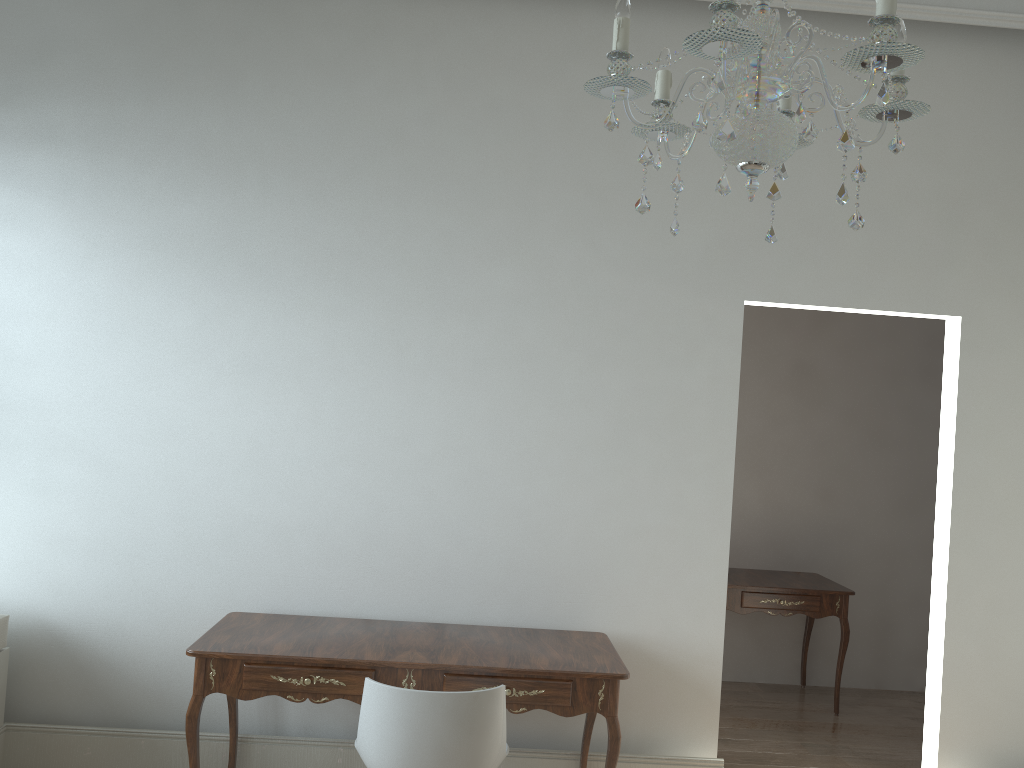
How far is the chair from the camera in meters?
2.4 m

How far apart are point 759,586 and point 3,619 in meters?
3.5 m

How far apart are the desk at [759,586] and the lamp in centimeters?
319cm

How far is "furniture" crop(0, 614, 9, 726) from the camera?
3.2 meters

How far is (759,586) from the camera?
4.6 meters

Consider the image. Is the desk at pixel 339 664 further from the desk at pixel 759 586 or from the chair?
the desk at pixel 759 586

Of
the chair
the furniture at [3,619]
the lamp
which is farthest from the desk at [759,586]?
the furniture at [3,619]

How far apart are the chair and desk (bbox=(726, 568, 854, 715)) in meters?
2.3

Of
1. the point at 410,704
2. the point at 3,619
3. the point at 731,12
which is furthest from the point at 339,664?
the point at 731,12

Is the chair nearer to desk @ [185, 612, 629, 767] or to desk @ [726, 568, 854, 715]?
desk @ [185, 612, 629, 767]
